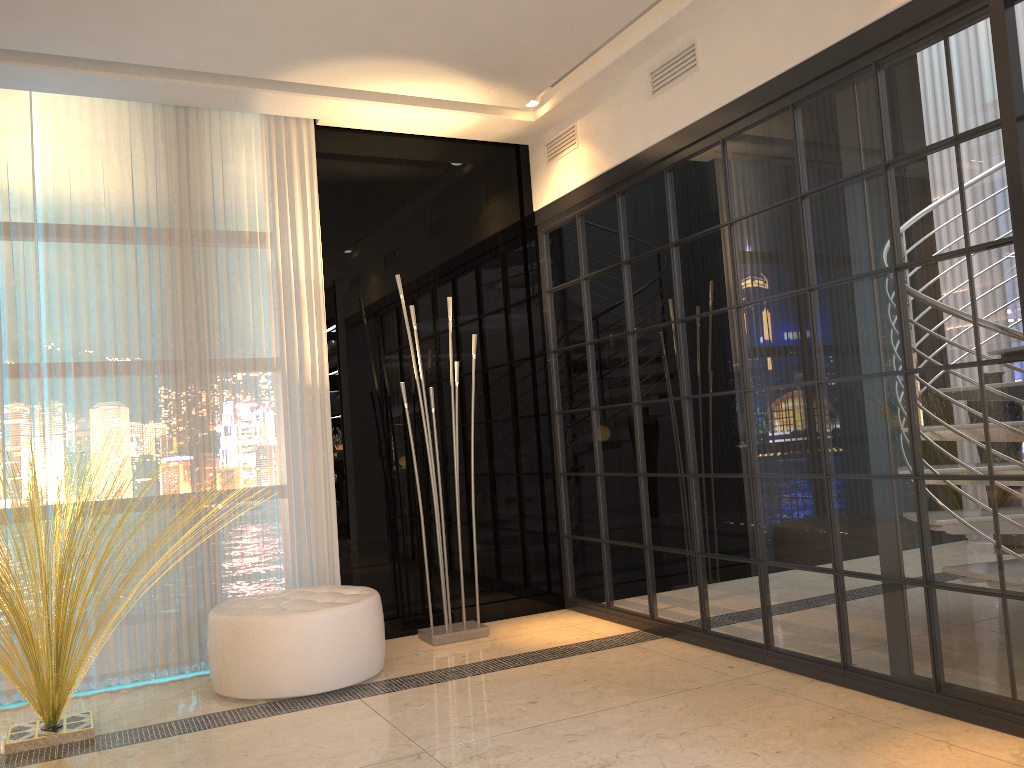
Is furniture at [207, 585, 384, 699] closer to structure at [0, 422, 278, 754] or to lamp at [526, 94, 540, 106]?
structure at [0, 422, 278, 754]

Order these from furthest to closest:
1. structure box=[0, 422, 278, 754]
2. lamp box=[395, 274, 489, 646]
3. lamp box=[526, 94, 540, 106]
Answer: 1. lamp box=[526, 94, 540, 106]
2. lamp box=[395, 274, 489, 646]
3. structure box=[0, 422, 278, 754]

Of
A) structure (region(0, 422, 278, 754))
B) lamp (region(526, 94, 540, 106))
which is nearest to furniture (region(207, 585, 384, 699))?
structure (region(0, 422, 278, 754))

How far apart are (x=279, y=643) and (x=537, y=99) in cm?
289

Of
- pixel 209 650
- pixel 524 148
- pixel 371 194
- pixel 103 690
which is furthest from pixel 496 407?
pixel 103 690

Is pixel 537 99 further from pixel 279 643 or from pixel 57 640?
pixel 57 640

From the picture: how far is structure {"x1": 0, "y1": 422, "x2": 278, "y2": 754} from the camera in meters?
3.1

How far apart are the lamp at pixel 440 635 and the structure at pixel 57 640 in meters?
1.5 m

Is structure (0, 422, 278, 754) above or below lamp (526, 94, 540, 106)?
below

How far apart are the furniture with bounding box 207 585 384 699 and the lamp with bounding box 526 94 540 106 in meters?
2.5 m
